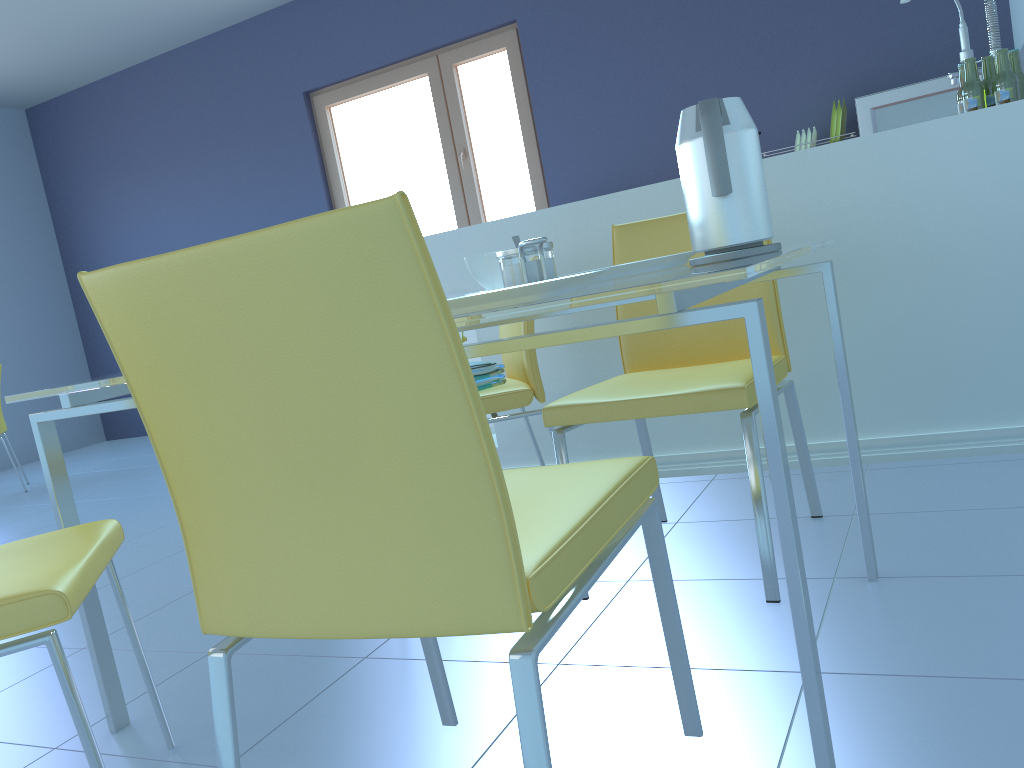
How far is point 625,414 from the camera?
1.6m

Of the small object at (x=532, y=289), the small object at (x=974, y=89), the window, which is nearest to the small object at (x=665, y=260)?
the small object at (x=532, y=289)

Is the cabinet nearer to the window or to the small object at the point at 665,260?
the small object at the point at 665,260

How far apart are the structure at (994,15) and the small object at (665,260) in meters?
1.9 m

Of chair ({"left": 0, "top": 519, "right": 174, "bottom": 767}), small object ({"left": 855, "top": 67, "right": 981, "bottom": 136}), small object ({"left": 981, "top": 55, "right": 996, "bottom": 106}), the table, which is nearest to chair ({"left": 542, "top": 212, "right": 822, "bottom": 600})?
the table

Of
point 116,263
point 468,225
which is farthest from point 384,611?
point 116,263

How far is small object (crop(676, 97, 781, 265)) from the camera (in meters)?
1.20

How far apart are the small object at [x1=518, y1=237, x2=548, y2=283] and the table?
0.1m

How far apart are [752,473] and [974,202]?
1.0m

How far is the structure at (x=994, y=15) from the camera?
2.9m
